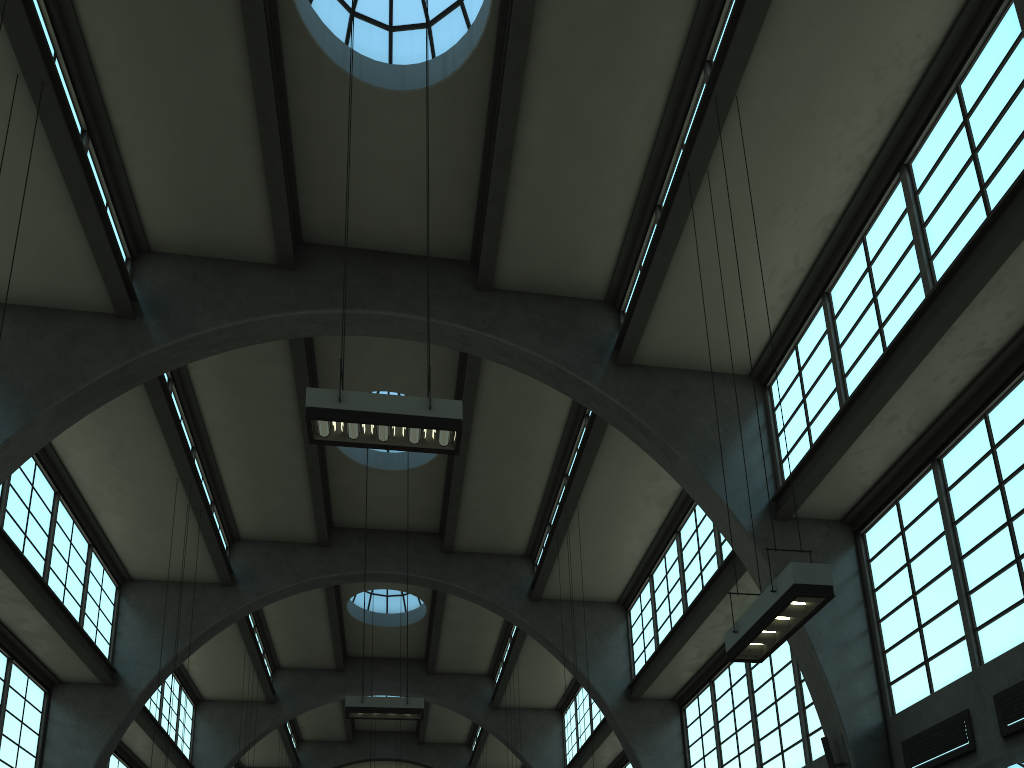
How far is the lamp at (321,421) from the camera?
8.4m

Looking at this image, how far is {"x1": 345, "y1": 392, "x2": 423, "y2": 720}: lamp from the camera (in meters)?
14.36

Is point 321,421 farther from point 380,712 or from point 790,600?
point 380,712

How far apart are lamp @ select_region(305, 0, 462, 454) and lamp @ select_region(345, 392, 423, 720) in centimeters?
747cm

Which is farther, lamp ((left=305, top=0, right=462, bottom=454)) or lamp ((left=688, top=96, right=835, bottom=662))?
lamp ((left=305, top=0, right=462, bottom=454))

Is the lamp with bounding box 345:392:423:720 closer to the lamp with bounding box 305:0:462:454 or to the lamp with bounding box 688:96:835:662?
the lamp with bounding box 305:0:462:454

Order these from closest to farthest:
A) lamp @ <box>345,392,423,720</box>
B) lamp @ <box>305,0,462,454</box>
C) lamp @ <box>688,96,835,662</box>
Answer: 1. lamp @ <box>688,96,835,662</box>
2. lamp @ <box>305,0,462,454</box>
3. lamp @ <box>345,392,423,720</box>

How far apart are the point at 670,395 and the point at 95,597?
13.27m

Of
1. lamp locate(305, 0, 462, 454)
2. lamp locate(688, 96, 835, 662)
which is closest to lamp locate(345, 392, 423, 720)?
lamp locate(305, 0, 462, 454)

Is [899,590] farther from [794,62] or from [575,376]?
[794,62]
